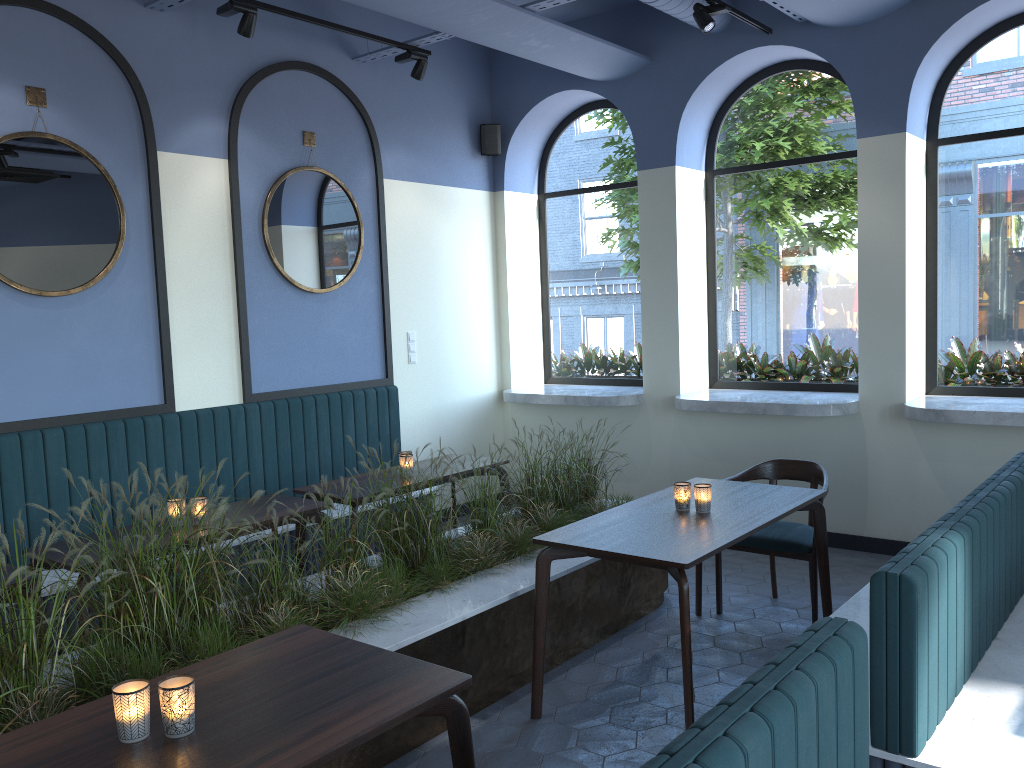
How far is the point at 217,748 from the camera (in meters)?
1.94

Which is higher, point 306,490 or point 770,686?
point 770,686

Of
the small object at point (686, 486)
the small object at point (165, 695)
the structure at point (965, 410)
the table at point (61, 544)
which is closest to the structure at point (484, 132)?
the structure at point (965, 410)

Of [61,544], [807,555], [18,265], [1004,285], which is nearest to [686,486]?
[807,555]

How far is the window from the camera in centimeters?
565cm

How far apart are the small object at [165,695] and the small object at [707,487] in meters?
2.4

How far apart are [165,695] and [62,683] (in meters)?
1.12

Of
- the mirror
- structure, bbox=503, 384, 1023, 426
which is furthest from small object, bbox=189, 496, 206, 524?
structure, bbox=503, 384, 1023, 426

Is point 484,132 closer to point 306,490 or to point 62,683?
point 306,490

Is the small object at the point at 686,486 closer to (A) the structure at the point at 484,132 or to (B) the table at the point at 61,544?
(B) the table at the point at 61,544
